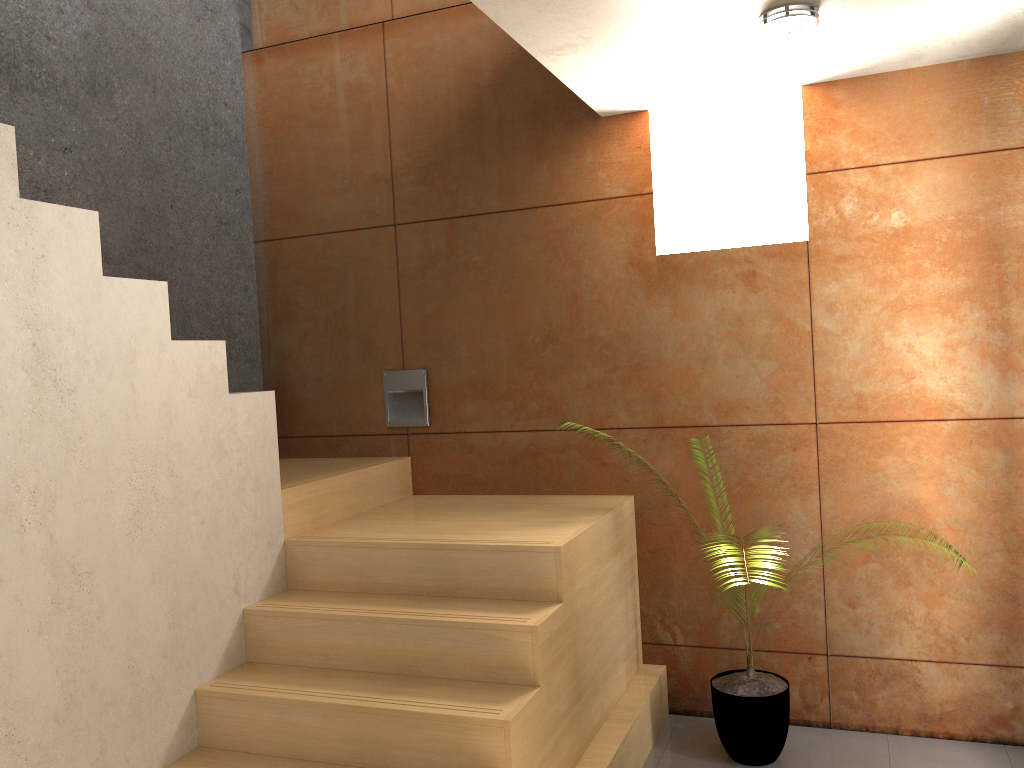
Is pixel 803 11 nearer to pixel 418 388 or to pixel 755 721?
pixel 418 388

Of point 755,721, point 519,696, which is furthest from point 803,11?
point 755,721

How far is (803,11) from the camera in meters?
2.6 m

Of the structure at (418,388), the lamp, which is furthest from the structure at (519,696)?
the lamp

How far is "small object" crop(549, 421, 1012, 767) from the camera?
3.2 meters

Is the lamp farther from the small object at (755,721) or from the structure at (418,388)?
the structure at (418,388)

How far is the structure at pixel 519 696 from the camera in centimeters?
253cm

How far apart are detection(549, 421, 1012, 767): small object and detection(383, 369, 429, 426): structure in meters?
1.7 m

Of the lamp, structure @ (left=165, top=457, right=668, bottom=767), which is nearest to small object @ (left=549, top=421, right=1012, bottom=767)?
structure @ (left=165, top=457, right=668, bottom=767)

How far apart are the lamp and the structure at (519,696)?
1.71m
